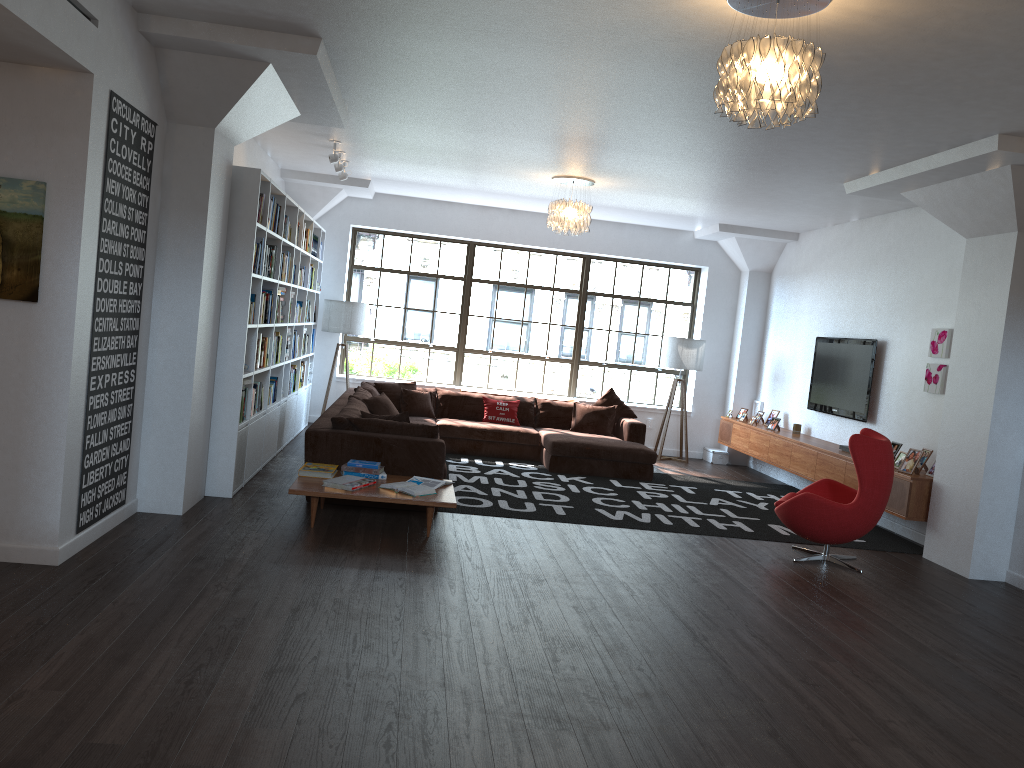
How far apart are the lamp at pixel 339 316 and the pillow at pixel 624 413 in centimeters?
302cm

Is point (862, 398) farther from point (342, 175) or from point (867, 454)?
point (342, 175)

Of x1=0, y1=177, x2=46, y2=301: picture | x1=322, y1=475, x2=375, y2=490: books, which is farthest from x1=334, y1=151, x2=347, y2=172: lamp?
x1=0, y1=177, x2=46, y2=301: picture

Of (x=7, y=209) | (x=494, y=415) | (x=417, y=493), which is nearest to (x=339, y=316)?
(x=494, y=415)

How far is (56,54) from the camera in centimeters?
412cm

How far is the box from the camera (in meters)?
11.53

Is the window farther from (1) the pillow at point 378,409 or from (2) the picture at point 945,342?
(2) the picture at point 945,342

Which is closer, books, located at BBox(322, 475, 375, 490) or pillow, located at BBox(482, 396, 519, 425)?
books, located at BBox(322, 475, 375, 490)

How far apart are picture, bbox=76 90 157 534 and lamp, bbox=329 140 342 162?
2.79m

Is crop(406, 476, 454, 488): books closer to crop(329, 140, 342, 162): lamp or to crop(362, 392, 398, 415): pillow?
crop(362, 392, 398, 415): pillow
